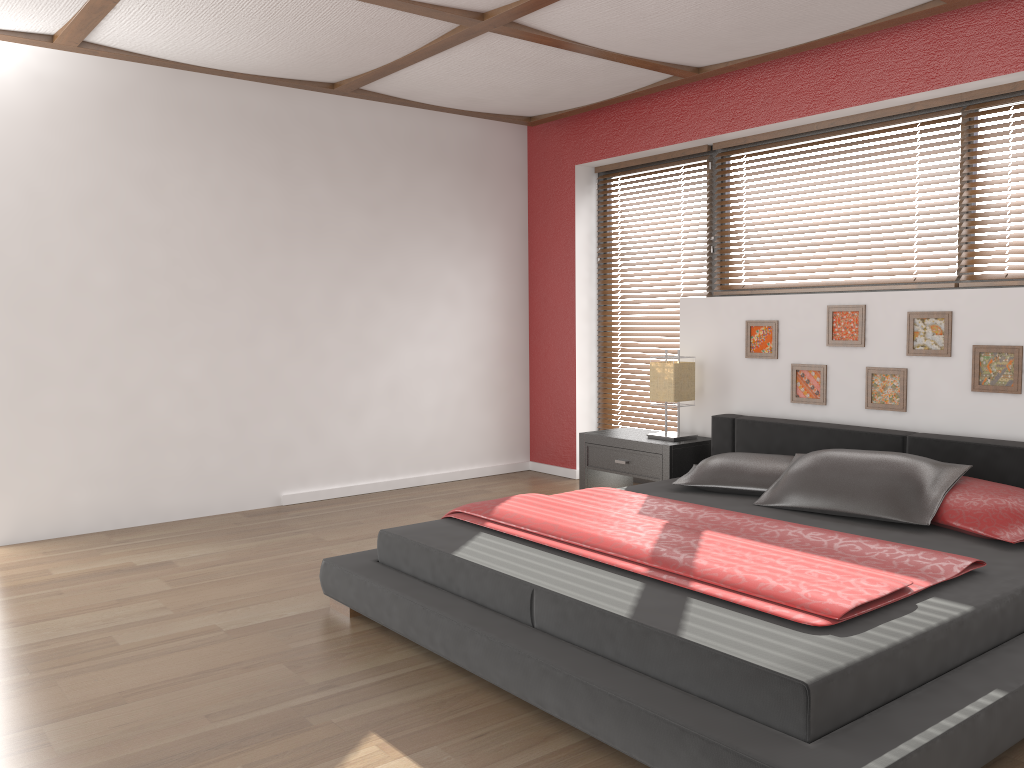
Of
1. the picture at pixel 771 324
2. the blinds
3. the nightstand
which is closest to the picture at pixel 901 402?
the picture at pixel 771 324

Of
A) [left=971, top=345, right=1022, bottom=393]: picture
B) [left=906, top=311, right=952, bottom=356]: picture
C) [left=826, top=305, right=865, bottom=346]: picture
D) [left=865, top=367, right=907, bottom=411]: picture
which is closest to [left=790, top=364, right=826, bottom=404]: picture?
[left=826, top=305, right=865, bottom=346]: picture

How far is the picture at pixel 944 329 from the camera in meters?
3.9 m

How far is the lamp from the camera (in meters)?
A: 4.78

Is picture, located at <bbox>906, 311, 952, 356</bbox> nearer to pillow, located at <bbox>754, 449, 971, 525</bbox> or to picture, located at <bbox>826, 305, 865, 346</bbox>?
picture, located at <bbox>826, 305, 865, 346</bbox>

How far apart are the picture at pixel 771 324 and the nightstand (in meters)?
0.51

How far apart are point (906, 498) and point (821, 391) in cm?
119

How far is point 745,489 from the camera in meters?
3.8 m

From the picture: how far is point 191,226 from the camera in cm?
485

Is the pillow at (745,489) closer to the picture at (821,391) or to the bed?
the bed
